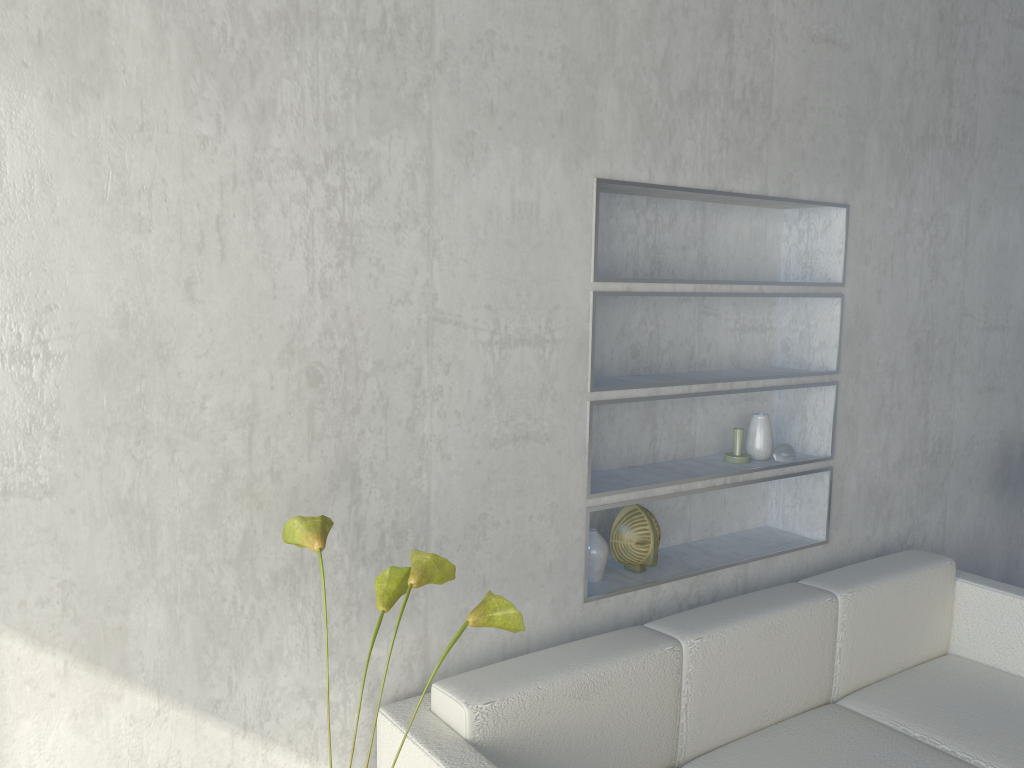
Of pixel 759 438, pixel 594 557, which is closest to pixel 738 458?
pixel 759 438

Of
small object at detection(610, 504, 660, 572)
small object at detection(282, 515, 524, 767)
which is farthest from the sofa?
small object at detection(282, 515, 524, 767)

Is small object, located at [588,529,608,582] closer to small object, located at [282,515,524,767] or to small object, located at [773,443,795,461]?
small object, located at [773,443,795,461]

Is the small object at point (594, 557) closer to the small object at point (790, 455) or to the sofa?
the sofa

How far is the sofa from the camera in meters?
1.7

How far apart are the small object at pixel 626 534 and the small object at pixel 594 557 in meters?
0.1

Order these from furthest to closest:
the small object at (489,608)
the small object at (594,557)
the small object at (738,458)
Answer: the small object at (738,458) < the small object at (594,557) < the small object at (489,608)

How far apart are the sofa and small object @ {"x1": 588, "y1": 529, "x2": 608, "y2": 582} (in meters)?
0.21

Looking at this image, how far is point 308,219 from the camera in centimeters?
161cm

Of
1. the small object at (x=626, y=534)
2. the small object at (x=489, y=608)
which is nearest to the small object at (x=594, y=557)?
the small object at (x=626, y=534)
